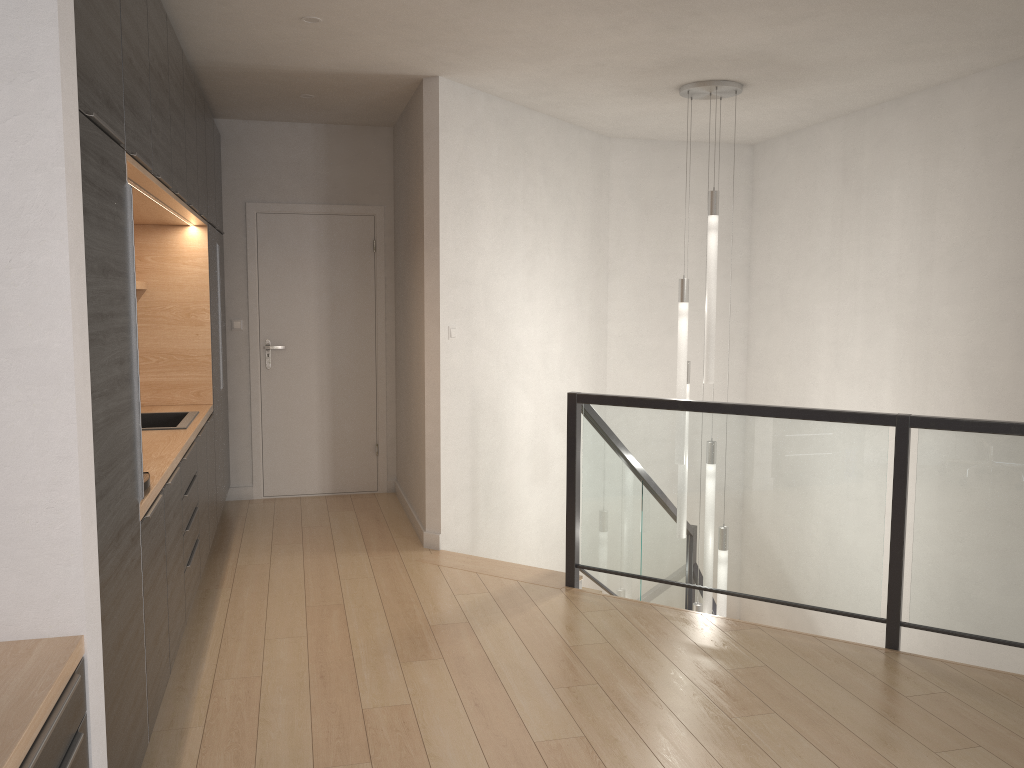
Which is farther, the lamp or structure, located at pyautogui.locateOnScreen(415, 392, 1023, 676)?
the lamp

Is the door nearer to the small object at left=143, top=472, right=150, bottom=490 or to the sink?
the sink

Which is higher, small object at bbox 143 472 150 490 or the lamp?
the lamp

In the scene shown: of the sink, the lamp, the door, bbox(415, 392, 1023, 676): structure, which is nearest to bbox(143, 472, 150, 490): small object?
the sink

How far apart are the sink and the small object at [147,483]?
1.36m

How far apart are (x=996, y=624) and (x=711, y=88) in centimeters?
316cm

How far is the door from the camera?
6.4m

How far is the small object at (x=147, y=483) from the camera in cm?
286

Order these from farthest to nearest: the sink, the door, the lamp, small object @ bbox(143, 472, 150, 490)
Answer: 1. the door
2. the lamp
3. the sink
4. small object @ bbox(143, 472, 150, 490)

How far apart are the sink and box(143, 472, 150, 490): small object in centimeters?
136cm
